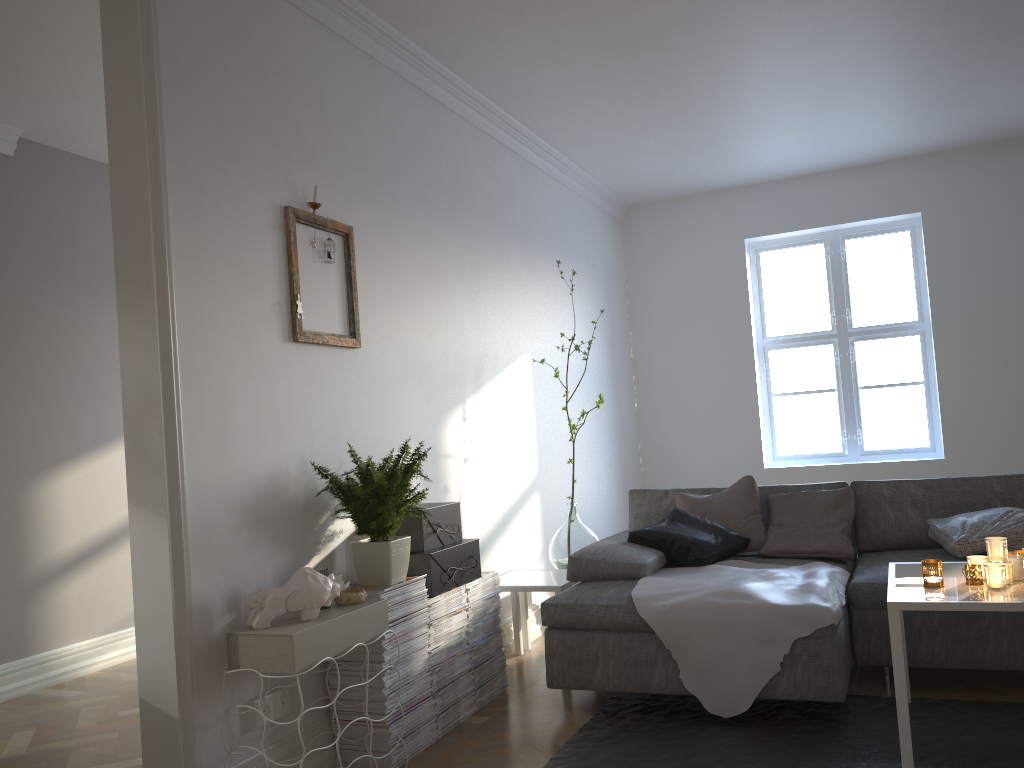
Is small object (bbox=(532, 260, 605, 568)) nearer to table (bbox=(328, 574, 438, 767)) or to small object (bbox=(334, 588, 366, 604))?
table (bbox=(328, 574, 438, 767))

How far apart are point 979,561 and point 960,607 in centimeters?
34cm

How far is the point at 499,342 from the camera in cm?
463

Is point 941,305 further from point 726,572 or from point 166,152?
point 166,152

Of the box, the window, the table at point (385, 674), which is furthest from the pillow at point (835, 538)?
the window

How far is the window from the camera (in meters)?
6.37

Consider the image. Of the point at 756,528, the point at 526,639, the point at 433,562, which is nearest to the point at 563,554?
the point at 526,639

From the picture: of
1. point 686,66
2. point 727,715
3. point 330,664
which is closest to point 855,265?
point 686,66

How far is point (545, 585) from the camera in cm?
384

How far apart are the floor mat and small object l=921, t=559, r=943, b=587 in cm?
50
